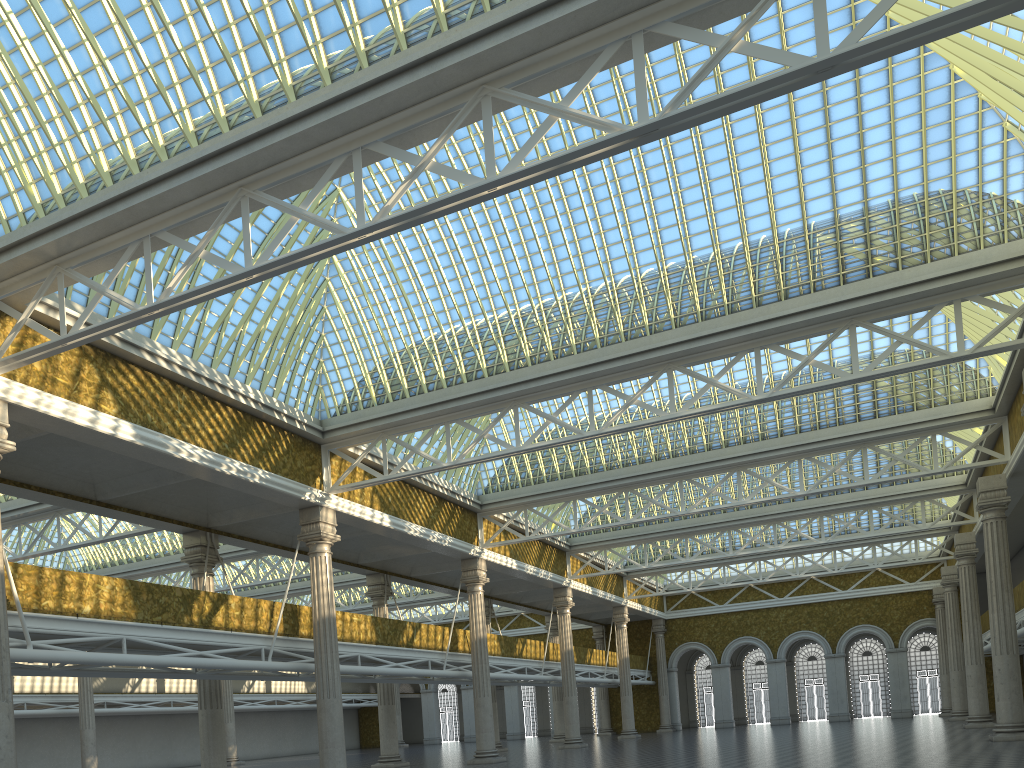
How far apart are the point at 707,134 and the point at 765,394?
6.6 meters
